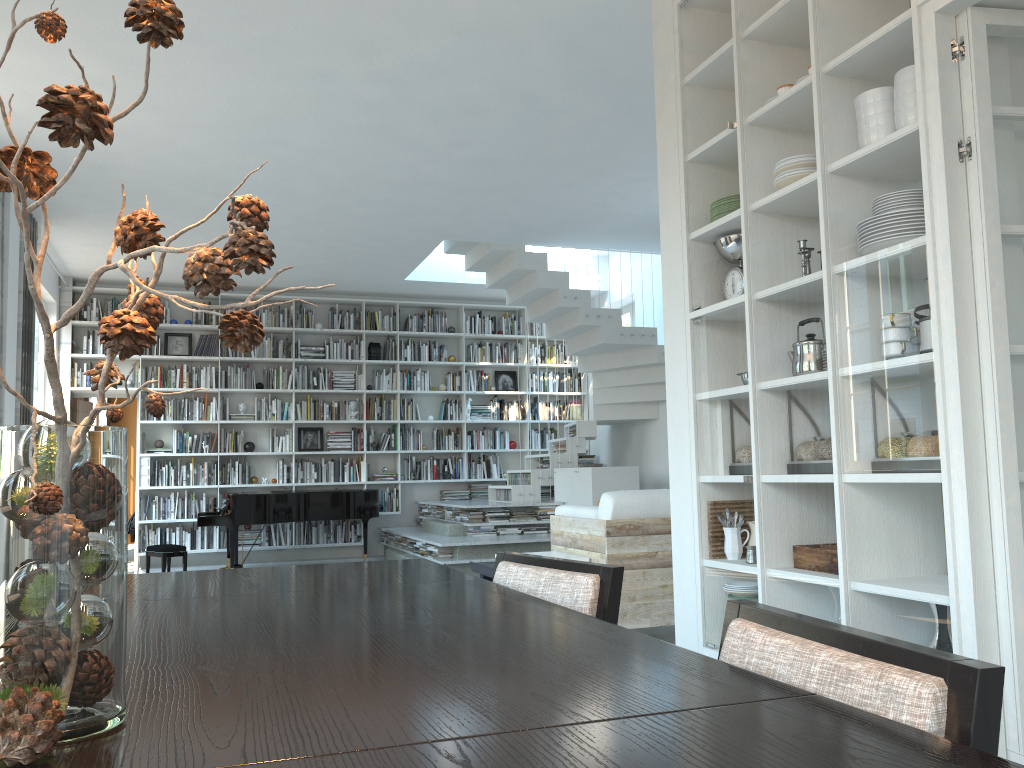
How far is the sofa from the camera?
4.68m

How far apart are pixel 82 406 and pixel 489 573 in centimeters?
604cm

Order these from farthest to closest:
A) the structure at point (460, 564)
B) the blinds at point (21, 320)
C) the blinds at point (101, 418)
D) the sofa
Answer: the blinds at point (101, 418) → the structure at point (460, 564) → the blinds at point (21, 320) → the sofa

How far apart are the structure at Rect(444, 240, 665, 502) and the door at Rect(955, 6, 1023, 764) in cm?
639

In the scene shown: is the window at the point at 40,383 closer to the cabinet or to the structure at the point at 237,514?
the structure at the point at 237,514

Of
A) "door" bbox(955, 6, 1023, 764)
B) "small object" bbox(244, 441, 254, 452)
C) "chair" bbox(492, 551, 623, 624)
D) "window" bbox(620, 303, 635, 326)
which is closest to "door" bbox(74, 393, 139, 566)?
"small object" bbox(244, 441, 254, 452)

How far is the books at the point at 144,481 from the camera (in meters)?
9.83

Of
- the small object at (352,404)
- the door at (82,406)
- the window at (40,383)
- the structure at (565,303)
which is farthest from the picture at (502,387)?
the window at (40,383)

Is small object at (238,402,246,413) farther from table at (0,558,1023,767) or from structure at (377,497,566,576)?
table at (0,558,1023,767)

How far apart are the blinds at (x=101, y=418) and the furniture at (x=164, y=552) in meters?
5.5 m
